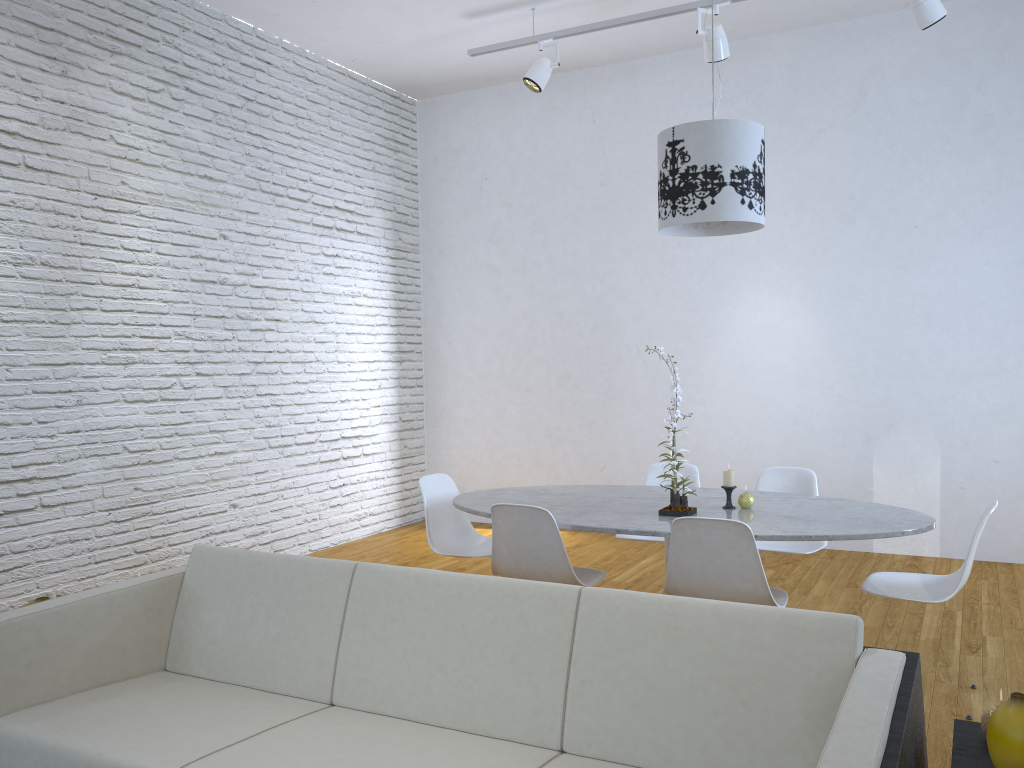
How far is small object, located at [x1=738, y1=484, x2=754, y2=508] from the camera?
3.4m

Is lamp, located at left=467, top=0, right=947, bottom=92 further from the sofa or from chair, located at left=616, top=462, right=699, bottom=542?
the sofa

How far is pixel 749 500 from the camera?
3.4 meters

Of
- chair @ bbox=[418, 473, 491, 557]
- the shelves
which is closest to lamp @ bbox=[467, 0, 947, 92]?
chair @ bbox=[418, 473, 491, 557]

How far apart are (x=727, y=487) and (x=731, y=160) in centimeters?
122cm

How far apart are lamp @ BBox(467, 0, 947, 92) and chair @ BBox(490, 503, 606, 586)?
2.8 meters

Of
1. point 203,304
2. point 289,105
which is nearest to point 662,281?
point 289,105

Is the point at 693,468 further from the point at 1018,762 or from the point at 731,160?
the point at 1018,762

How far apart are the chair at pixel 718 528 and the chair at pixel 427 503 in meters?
1.1 m

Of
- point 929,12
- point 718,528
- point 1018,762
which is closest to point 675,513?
point 718,528
